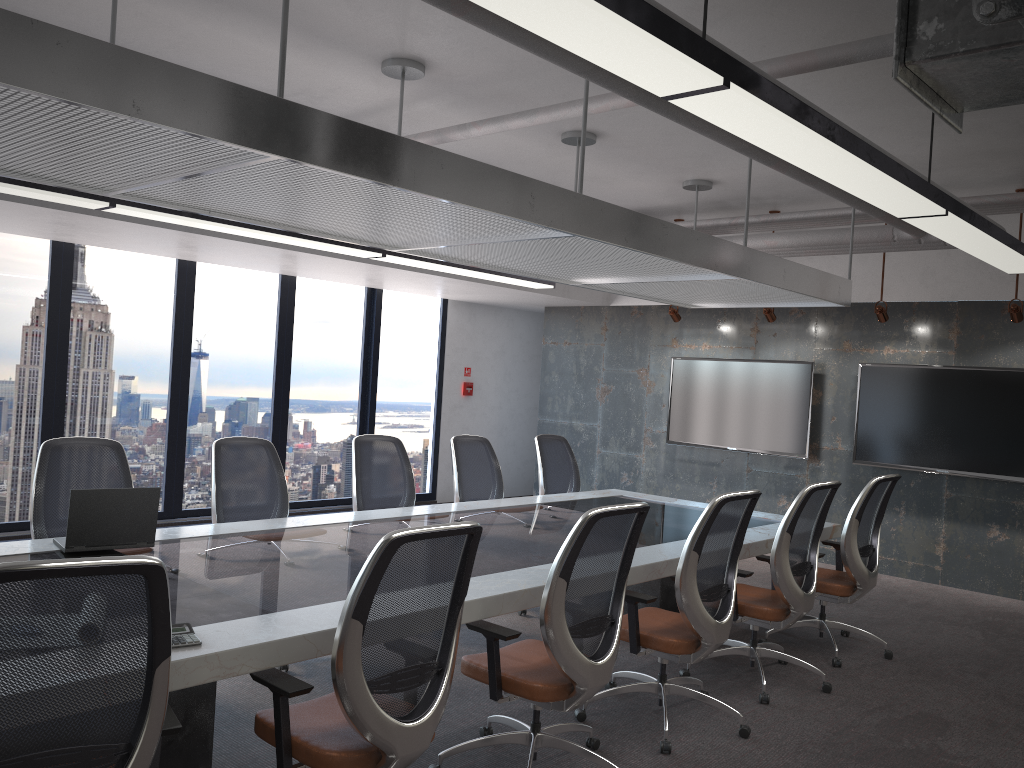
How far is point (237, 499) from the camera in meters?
5.1 m

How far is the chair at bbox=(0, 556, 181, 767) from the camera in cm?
195

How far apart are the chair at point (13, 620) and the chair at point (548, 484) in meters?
4.8 m

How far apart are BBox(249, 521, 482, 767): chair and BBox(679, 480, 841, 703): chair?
2.33m

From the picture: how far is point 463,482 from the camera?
6.41m

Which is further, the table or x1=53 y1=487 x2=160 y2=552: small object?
x1=53 y1=487 x2=160 y2=552: small object

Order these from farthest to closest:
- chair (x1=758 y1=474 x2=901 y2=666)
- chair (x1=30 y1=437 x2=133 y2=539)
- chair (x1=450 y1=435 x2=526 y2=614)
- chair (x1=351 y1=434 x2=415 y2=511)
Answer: chair (x1=450 y1=435 x2=526 y2=614) < chair (x1=351 y1=434 x2=415 y2=511) < chair (x1=758 y1=474 x2=901 y2=666) < chair (x1=30 y1=437 x2=133 y2=539)

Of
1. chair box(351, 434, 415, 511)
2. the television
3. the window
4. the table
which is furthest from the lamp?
the window

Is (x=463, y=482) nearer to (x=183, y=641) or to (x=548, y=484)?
(x=548, y=484)

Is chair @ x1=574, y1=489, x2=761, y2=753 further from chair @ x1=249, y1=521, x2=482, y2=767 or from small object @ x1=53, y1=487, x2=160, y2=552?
small object @ x1=53, y1=487, x2=160, y2=552
